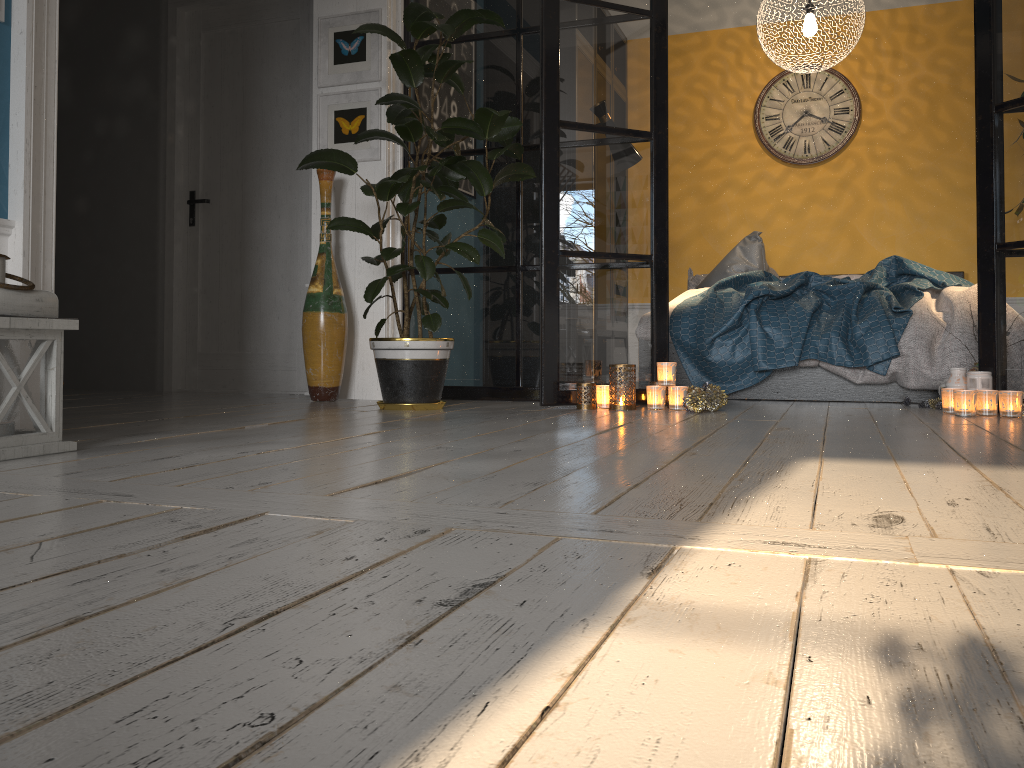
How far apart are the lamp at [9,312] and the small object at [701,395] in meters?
2.2 m

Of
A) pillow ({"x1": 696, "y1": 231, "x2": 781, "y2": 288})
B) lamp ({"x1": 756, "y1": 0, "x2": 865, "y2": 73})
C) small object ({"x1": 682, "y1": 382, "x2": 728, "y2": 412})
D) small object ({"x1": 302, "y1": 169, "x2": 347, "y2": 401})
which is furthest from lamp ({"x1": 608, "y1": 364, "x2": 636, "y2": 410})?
lamp ({"x1": 756, "y1": 0, "x2": 865, "y2": 73})

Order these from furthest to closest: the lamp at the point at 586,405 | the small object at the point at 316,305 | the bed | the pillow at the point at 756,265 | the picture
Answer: the pillow at the point at 756,265, the picture, the small object at the point at 316,305, the bed, the lamp at the point at 586,405

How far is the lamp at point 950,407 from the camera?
3.45m

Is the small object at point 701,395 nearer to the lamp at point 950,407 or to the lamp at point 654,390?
the lamp at point 654,390

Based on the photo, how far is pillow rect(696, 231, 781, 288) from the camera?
5.5m

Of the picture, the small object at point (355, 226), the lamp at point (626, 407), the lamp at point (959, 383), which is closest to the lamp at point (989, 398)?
the lamp at point (959, 383)

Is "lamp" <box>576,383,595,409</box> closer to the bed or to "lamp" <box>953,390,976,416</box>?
the bed

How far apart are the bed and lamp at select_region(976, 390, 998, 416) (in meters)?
0.58

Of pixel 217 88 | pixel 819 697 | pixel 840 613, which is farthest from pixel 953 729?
pixel 217 88
